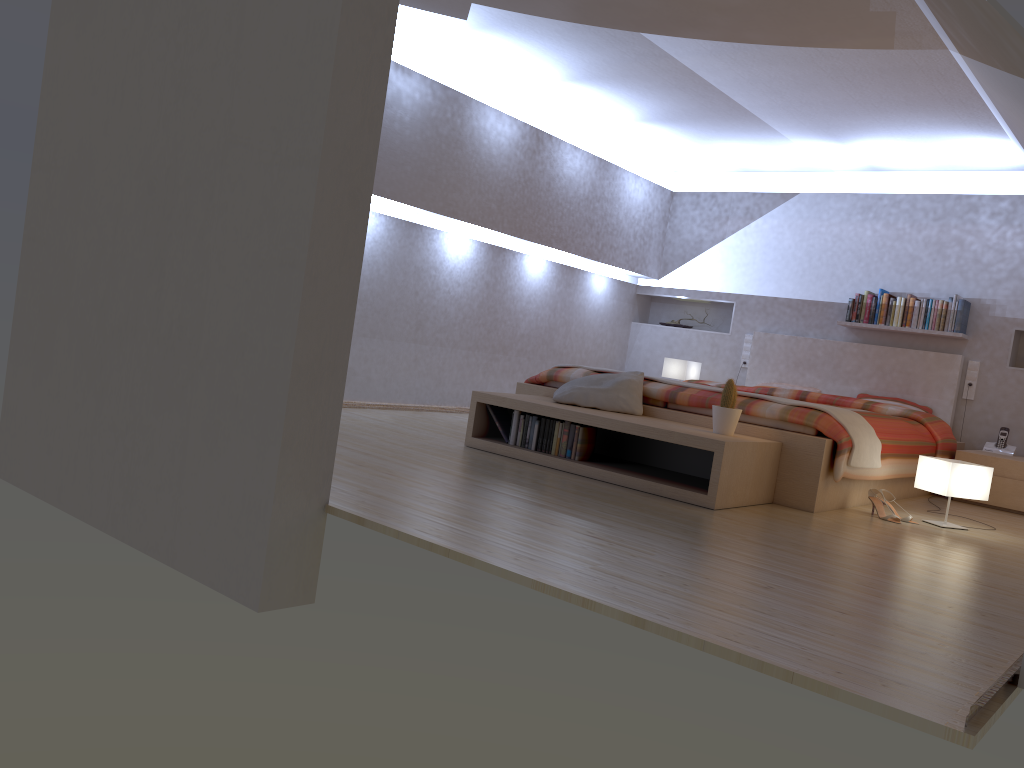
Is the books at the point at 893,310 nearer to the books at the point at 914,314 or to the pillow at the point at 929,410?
the books at the point at 914,314

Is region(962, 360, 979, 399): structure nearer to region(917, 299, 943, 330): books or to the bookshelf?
region(917, 299, 943, 330): books

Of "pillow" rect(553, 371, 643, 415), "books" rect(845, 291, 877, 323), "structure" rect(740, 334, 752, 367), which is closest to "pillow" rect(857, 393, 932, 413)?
"books" rect(845, 291, 877, 323)

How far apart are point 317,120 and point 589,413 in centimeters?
218cm

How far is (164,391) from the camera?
3.1m

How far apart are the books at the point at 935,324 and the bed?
0.2 meters

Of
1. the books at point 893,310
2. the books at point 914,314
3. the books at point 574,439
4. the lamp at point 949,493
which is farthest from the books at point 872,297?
the books at point 574,439

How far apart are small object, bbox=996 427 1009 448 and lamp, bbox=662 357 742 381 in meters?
2.4

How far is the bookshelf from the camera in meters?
3.9 m

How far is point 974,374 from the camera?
6.57m
